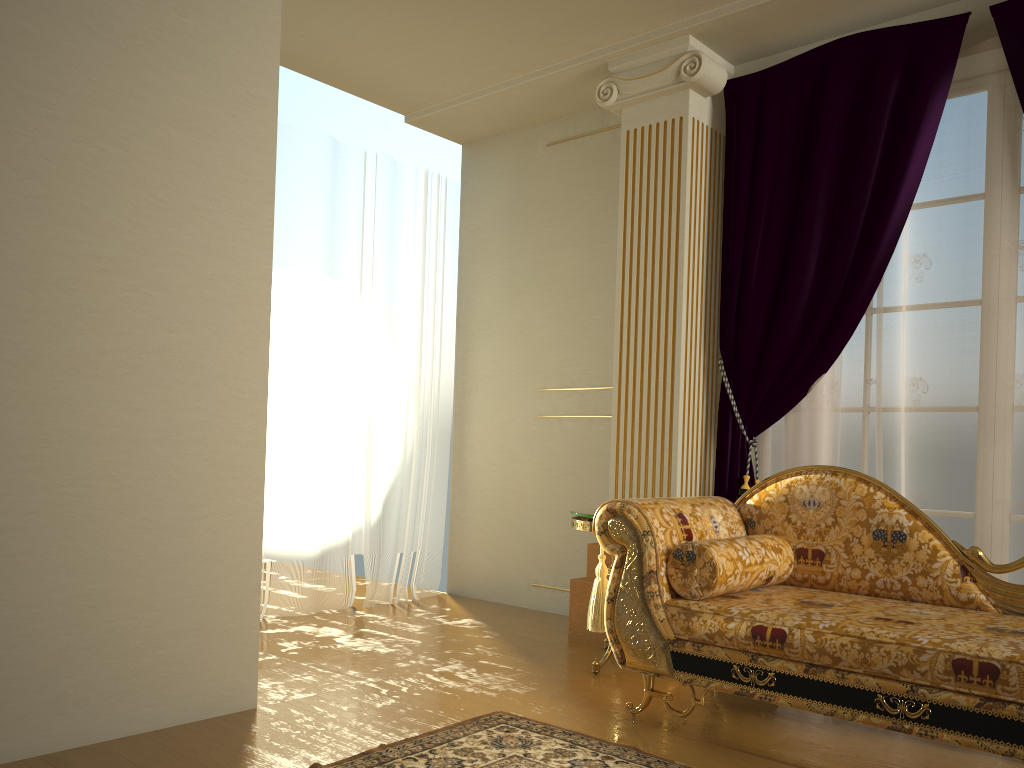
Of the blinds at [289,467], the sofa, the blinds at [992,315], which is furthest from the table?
the blinds at [289,467]

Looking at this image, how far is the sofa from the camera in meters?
2.2 m

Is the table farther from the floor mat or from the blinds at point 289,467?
the blinds at point 289,467

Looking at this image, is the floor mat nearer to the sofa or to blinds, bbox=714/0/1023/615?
the sofa

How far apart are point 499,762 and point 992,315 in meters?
2.4

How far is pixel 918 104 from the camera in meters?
3.5 m

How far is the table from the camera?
3.47m

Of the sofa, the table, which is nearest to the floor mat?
the sofa

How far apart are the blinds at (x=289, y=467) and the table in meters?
1.5

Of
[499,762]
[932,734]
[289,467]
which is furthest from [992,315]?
[289,467]
